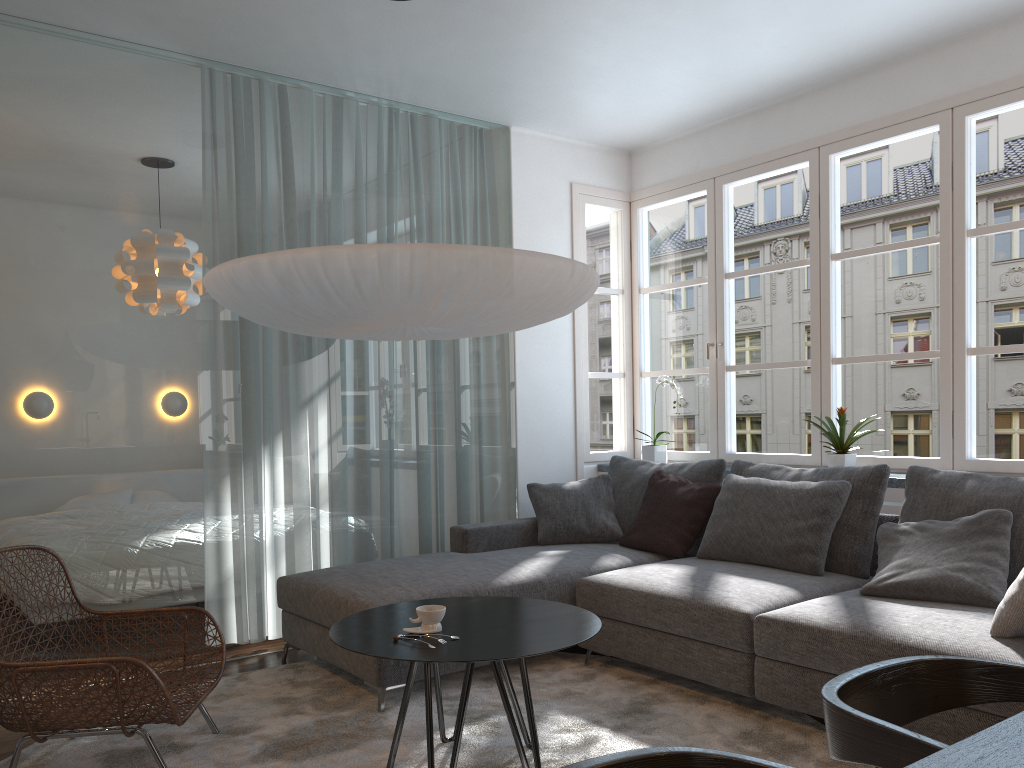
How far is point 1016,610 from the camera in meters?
2.6 m

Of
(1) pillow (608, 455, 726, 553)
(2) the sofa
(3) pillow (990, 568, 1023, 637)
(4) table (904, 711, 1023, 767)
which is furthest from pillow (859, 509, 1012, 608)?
(4) table (904, 711, 1023, 767)

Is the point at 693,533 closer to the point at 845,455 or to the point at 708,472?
the point at 708,472

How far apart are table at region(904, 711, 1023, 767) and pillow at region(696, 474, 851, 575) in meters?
2.4

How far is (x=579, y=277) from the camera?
3.1 meters

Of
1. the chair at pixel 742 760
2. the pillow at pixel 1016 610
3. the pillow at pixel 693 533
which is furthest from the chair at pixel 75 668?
the pillow at pixel 1016 610

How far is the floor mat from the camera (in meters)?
2.85

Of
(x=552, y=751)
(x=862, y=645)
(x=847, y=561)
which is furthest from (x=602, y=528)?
(x=862, y=645)

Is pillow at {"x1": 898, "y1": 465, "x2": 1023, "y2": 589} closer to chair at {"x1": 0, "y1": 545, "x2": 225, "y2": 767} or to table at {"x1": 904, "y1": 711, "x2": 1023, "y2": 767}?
table at {"x1": 904, "y1": 711, "x2": 1023, "y2": 767}

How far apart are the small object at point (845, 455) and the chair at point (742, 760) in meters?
3.3 m
